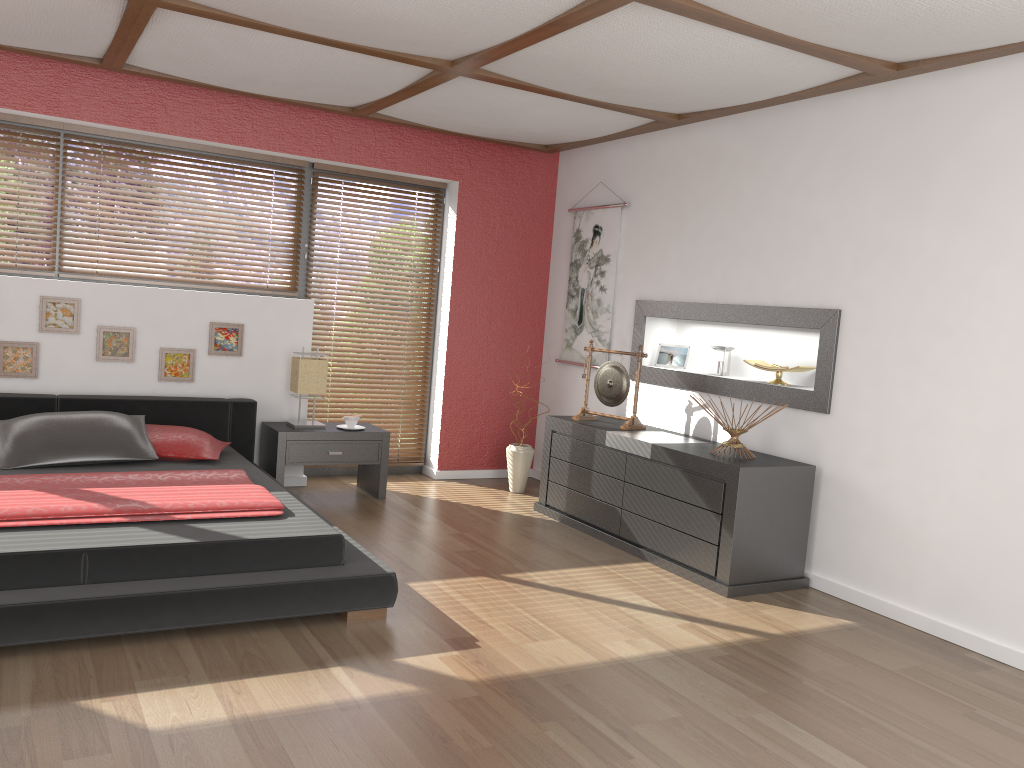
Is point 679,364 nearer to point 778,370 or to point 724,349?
point 724,349

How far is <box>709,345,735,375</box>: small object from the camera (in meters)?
5.13

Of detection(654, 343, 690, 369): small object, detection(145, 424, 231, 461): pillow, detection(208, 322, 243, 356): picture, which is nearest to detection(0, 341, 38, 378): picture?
detection(145, 424, 231, 461): pillow

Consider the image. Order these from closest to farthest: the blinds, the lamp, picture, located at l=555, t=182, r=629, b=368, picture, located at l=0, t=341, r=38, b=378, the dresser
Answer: the dresser
picture, located at l=0, t=341, r=38, b=378
the lamp
picture, located at l=555, t=182, r=629, b=368
the blinds

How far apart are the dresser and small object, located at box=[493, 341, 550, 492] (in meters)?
0.49

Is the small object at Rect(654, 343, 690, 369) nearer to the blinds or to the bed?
the blinds

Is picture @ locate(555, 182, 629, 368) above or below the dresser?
above

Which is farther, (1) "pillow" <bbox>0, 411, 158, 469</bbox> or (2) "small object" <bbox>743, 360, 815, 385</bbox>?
(2) "small object" <bbox>743, 360, 815, 385</bbox>

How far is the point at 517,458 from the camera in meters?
6.0 m

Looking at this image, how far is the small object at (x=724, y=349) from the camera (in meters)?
5.13
